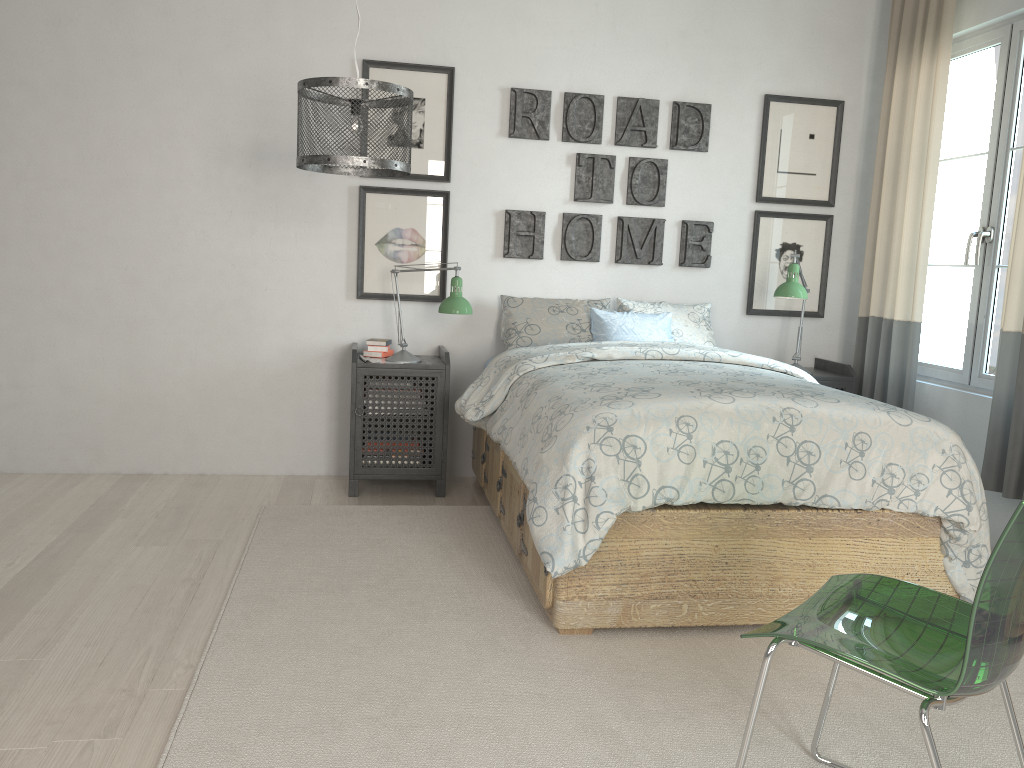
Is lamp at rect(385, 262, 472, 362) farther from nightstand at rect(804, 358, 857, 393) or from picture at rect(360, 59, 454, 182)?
nightstand at rect(804, 358, 857, 393)

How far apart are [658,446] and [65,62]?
3.1m

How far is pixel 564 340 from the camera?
4.0m

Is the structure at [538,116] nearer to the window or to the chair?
the window

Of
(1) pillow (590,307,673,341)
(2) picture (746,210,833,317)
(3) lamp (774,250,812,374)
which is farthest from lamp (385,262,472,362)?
(2) picture (746,210,833,317)

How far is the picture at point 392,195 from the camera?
4.1m

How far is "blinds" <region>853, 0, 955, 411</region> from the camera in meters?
3.8 m

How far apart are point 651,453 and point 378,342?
1.9m

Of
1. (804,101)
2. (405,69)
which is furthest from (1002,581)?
(804,101)

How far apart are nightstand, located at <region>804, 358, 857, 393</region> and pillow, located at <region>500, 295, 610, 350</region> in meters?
1.0 m
